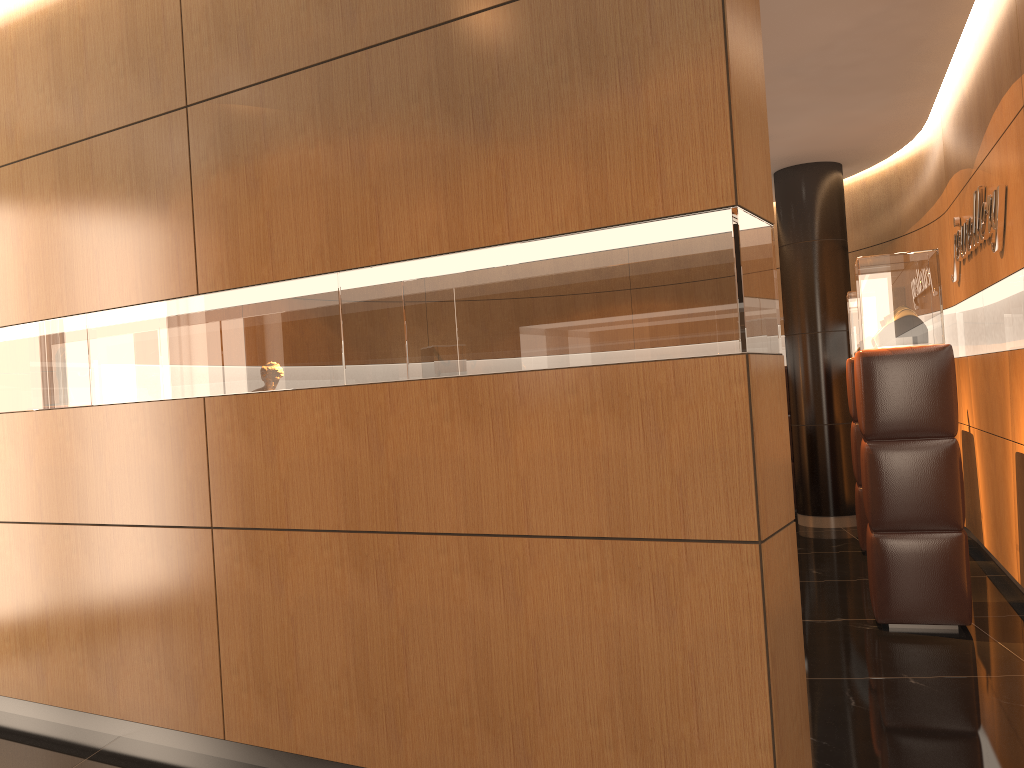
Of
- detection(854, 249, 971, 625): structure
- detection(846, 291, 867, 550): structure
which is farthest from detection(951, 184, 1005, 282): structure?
detection(846, 291, 867, 550): structure

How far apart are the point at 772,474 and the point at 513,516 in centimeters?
80cm

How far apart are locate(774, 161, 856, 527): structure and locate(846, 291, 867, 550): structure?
1.2m

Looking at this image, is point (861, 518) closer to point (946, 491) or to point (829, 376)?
point (829, 376)

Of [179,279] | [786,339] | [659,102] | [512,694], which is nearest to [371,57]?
[659,102]

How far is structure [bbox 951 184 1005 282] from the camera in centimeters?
481cm

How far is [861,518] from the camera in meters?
6.7

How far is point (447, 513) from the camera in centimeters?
292cm

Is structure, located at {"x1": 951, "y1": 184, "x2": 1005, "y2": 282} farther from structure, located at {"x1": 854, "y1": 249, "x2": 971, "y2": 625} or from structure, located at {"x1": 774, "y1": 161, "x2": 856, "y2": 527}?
structure, located at {"x1": 774, "y1": 161, "x2": 856, "y2": 527}

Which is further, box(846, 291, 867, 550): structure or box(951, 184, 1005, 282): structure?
box(846, 291, 867, 550): structure
